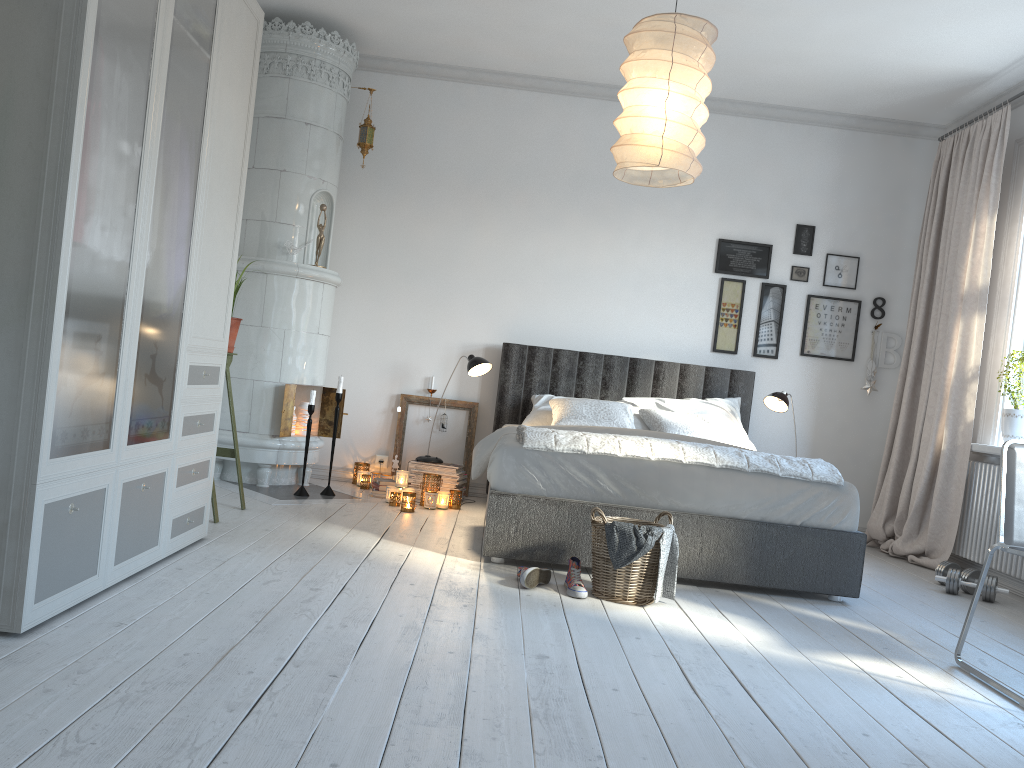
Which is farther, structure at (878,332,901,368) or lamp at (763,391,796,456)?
structure at (878,332,901,368)

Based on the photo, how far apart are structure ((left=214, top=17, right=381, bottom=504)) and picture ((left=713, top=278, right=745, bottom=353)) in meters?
2.5

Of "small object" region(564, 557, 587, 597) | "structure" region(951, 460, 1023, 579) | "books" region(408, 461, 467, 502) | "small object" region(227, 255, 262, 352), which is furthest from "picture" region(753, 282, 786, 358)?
"small object" region(227, 255, 262, 352)

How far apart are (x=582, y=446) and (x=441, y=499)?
1.61m

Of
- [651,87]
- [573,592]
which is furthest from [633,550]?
[651,87]

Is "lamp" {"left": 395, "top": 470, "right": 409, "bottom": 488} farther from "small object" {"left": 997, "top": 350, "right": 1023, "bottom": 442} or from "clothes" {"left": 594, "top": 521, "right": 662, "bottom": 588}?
"small object" {"left": 997, "top": 350, "right": 1023, "bottom": 442}

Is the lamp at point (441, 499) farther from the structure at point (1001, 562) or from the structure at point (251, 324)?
the structure at point (1001, 562)

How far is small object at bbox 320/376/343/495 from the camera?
5.23m

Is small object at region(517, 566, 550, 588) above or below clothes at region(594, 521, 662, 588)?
below

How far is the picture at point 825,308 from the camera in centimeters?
601cm
